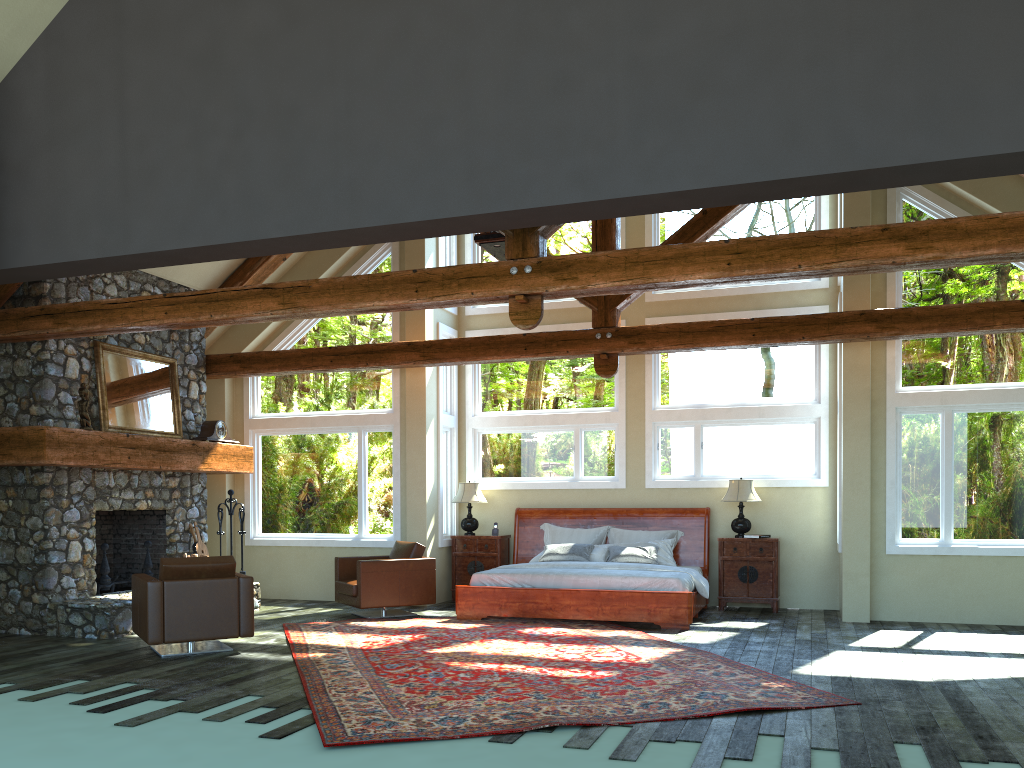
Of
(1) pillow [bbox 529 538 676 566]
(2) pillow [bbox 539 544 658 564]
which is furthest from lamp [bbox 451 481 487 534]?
(1) pillow [bbox 529 538 676 566]

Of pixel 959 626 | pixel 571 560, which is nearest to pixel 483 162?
pixel 571 560

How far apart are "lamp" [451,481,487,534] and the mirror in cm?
368

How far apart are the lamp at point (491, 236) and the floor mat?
3.9m

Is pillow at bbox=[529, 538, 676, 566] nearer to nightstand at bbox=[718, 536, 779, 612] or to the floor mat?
nightstand at bbox=[718, 536, 779, 612]

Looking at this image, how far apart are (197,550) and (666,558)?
5.9 meters

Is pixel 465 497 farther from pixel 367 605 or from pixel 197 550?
pixel 197 550

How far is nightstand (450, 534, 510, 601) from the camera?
12.0 meters

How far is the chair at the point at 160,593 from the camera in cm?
771

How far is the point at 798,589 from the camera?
11.2 meters
